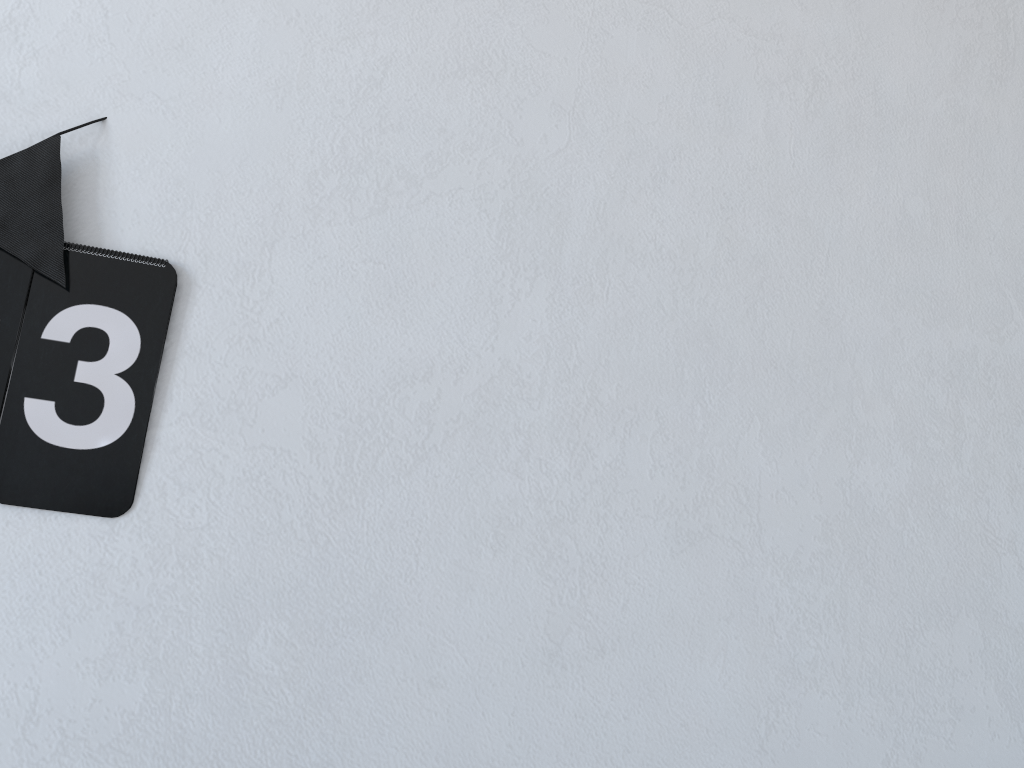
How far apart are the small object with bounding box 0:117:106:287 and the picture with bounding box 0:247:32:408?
Result: 0.0 meters

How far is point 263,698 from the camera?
1.0 meters

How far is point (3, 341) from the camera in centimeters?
99cm

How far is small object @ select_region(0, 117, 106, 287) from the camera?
1.00m

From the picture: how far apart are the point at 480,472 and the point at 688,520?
0.3m

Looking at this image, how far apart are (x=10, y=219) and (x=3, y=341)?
0.1m

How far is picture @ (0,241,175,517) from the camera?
1.0 meters

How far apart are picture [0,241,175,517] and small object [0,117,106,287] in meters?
0.0 m

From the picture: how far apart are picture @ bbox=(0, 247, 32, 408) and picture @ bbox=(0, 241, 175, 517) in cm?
1

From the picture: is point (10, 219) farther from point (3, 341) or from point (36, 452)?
point (36, 452)
